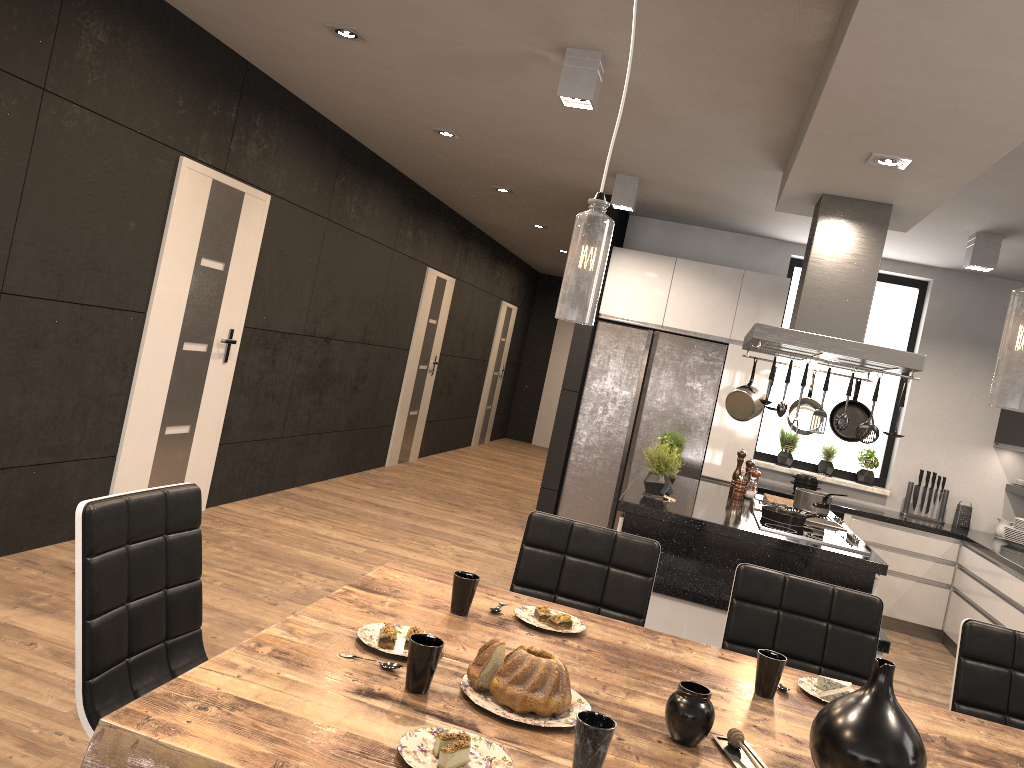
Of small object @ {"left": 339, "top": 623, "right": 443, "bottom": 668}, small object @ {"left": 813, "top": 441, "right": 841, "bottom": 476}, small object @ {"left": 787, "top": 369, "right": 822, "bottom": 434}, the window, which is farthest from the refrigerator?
small object @ {"left": 339, "top": 623, "right": 443, "bottom": 668}

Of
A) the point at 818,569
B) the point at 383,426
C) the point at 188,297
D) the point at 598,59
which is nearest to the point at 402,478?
the point at 383,426

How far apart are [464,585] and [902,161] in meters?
2.7

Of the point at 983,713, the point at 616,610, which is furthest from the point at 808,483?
the point at 616,610

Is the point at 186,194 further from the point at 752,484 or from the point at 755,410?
the point at 752,484

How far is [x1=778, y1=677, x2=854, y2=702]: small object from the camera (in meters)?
2.13

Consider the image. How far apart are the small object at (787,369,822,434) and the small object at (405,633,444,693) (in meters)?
3.83

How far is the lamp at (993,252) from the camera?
5.5 meters

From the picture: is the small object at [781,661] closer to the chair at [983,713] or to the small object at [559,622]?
the small object at [559,622]

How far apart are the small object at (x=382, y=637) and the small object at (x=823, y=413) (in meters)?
2.79
